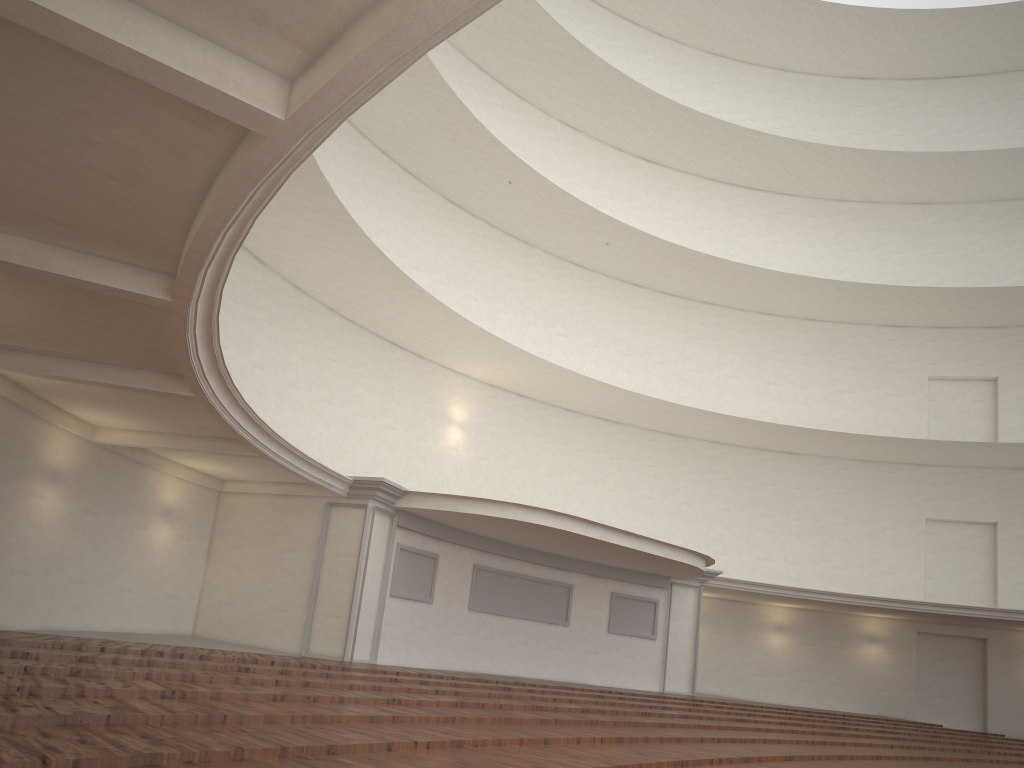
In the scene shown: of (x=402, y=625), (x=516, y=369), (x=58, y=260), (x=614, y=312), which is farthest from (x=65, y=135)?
(x=614, y=312)
